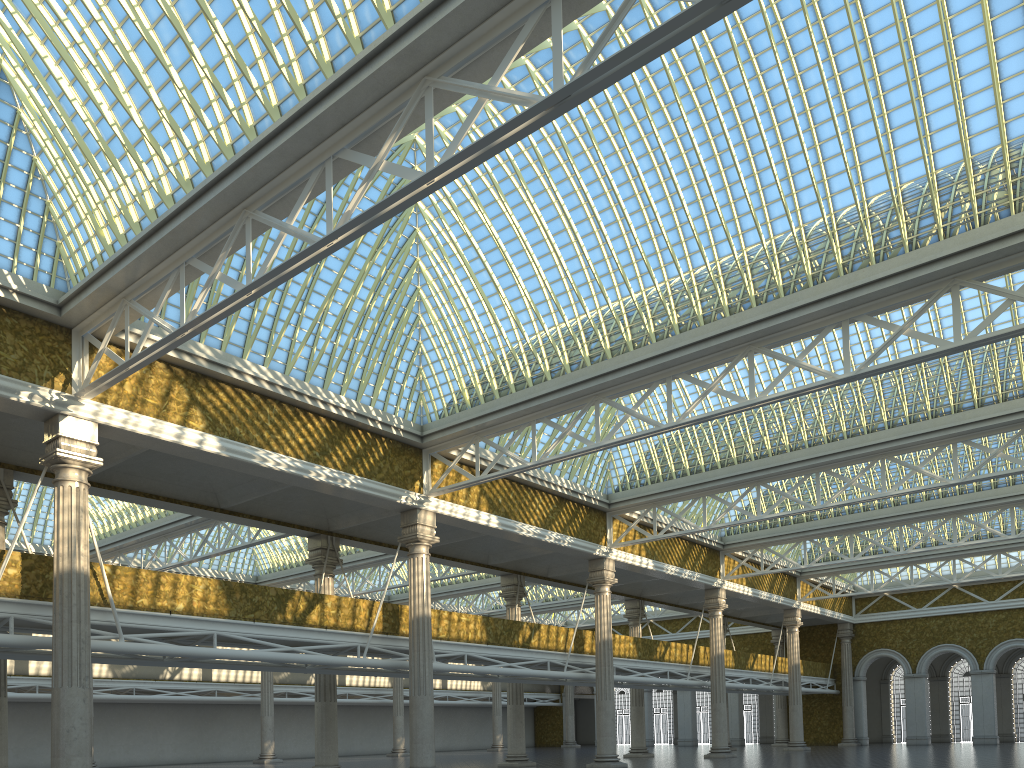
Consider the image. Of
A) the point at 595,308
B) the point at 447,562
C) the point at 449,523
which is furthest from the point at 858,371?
the point at 447,562
